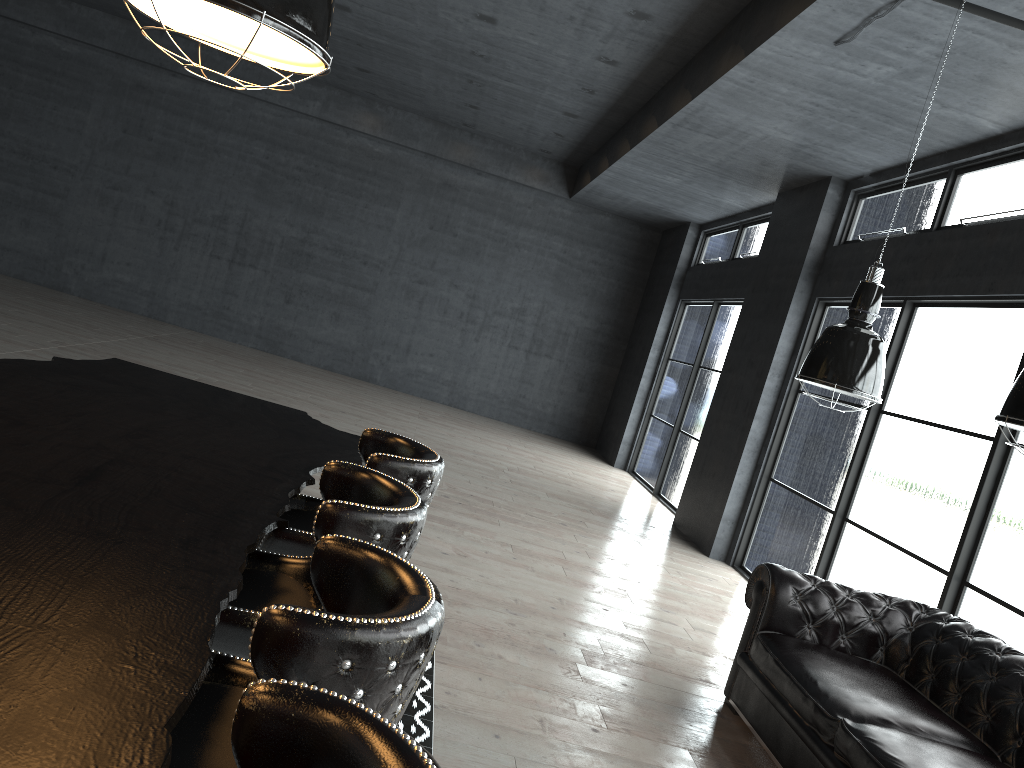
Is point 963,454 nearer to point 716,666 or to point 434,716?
point 716,666

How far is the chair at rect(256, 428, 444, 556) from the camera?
2.7 meters

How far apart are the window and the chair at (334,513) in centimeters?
395cm

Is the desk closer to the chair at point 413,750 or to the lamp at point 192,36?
the chair at point 413,750

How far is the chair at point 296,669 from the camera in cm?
131

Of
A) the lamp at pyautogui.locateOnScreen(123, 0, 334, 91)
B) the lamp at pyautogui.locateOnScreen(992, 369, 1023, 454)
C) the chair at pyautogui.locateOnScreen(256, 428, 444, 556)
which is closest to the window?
the lamp at pyautogui.locateOnScreen(992, 369, 1023, 454)

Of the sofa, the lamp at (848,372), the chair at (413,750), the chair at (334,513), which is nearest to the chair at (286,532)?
the chair at (334,513)

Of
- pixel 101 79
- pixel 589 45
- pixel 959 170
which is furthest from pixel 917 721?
pixel 101 79

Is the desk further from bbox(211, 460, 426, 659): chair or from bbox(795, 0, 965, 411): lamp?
bbox(795, 0, 965, 411): lamp

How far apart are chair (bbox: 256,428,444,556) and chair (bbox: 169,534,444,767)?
0.9 meters
